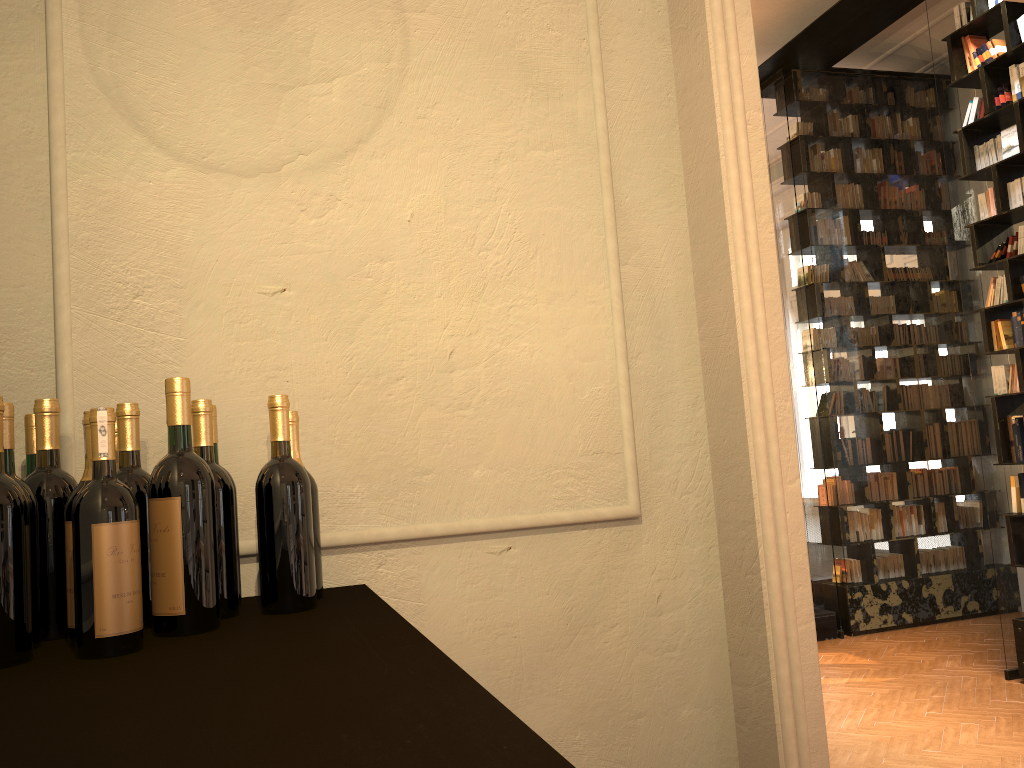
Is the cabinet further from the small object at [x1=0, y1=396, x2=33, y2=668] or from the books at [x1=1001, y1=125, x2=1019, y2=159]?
the books at [x1=1001, y1=125, x2=1019, y2=159]

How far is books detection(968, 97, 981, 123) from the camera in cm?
593

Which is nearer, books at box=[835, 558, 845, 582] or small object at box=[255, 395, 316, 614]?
small object at box=[255, 395, 316, 614]

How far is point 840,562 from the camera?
7.8 meters

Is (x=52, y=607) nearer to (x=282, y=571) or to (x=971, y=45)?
(x=282, y=571)

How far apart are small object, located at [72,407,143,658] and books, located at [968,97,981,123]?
6.23m

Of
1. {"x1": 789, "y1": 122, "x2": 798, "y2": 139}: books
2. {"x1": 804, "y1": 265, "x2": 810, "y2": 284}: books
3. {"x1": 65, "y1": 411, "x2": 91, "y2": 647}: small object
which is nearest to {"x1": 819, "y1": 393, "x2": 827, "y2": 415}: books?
{"x1": 804, "y1": 265, "x2": 810, "y2": 284}: books

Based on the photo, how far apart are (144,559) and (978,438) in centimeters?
586cm

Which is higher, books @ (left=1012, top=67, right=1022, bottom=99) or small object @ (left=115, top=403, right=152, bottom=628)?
books @ (left=1012, top=67, right=1022, bottom=99)

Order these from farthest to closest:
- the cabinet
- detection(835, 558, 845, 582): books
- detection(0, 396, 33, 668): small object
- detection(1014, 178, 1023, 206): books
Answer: detection(835, 558, 845, 582): books < detection(1014, 178, 1023, 206): books < detection(0, 396, 33, 668): small object < the cabinet
